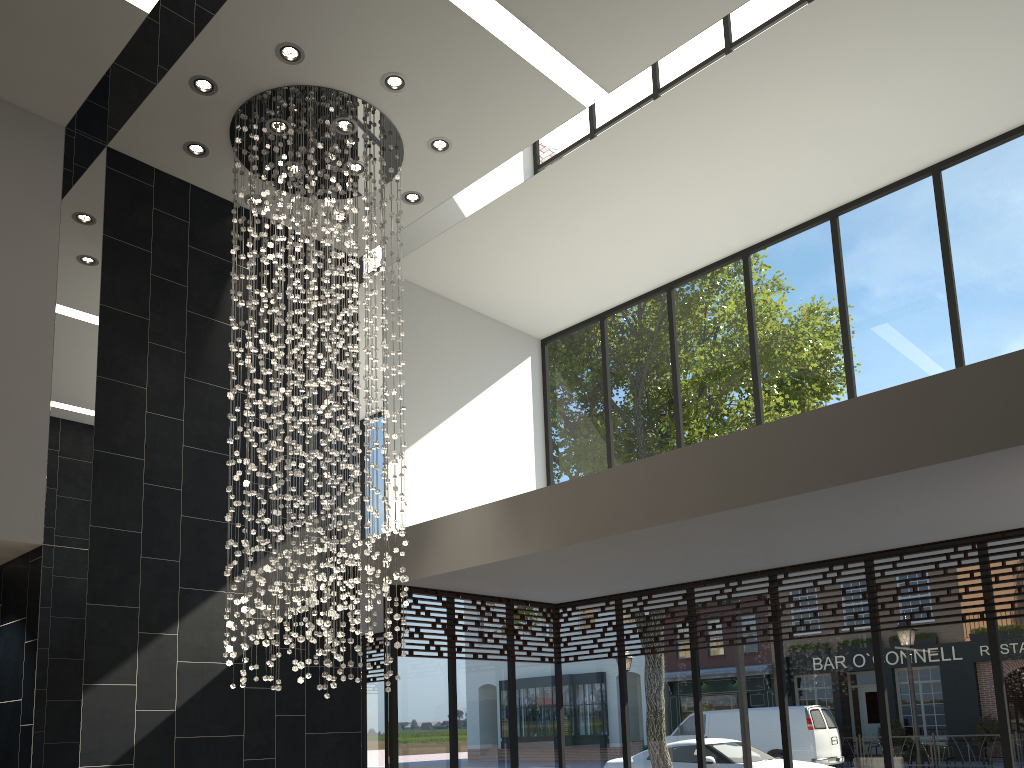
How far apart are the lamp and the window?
1.2 meters

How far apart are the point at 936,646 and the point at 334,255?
5.38m

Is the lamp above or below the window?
above

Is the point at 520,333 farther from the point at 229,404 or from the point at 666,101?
the point at 229,404

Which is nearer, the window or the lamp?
the lamp

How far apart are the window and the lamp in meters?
1.2 m

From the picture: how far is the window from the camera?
6.6m
